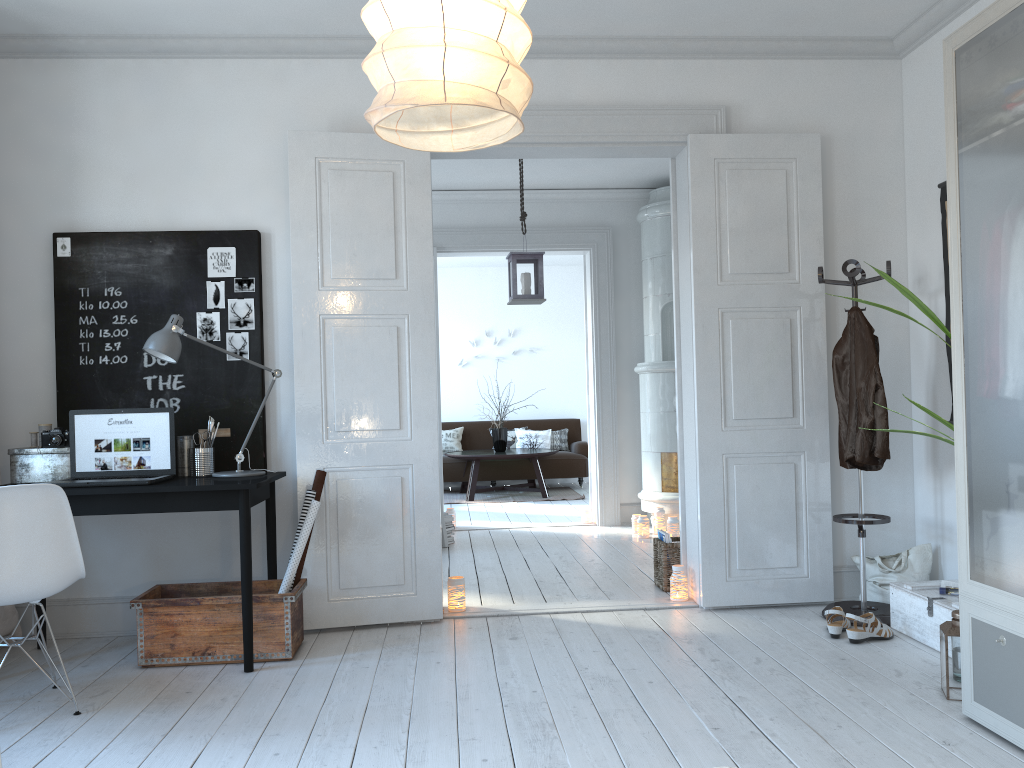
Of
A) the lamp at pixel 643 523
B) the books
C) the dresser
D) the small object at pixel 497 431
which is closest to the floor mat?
the small object at pixel 497 431

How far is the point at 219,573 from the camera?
4.2m

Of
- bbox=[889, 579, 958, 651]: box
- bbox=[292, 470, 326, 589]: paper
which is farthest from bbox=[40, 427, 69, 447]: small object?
bbox=[889, 579, 958, 651]: box

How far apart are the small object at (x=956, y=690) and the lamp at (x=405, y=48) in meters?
2.3 m

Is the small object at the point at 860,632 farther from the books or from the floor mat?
the floor mat

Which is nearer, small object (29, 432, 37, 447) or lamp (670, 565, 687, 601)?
small object (29, 432, 37, 447)

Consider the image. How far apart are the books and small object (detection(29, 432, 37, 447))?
3.14m

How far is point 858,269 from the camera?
4.0m

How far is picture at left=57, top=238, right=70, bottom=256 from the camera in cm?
417

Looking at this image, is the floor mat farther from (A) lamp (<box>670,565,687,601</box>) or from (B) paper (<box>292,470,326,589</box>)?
(B) paper (<box>292,470,326,589</box>)
